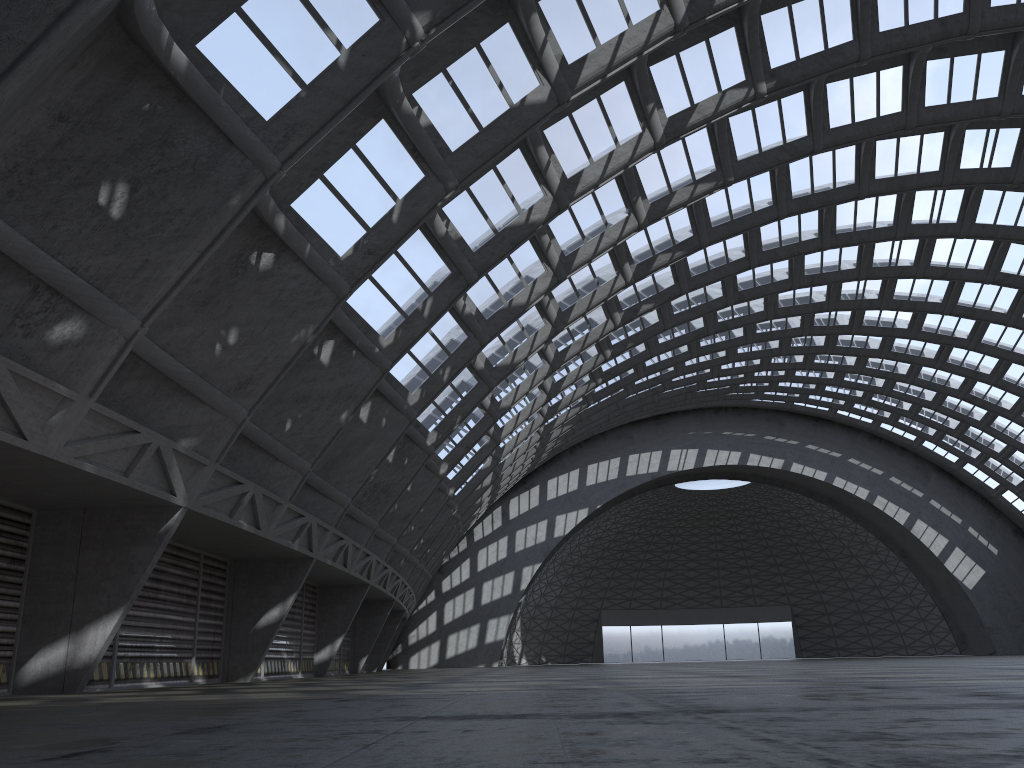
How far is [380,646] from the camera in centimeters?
4527cm

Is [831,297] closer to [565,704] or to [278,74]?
[278,74]
